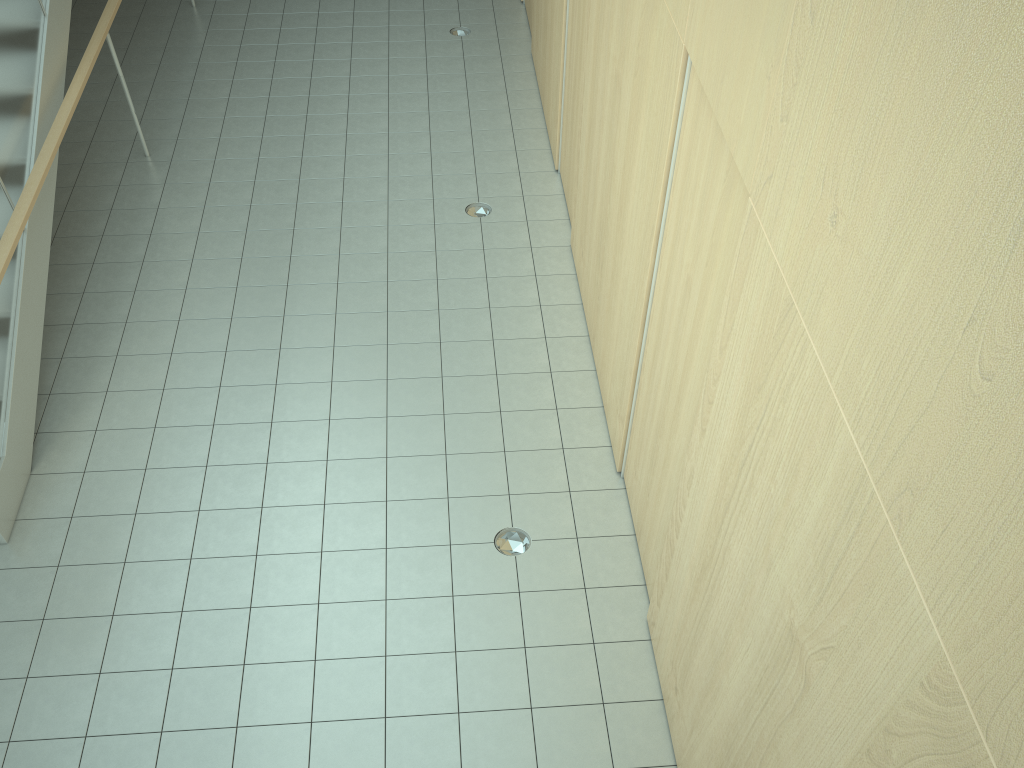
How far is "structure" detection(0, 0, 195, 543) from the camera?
4.5m

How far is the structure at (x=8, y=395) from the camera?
4.5m

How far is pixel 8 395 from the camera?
4.53m
